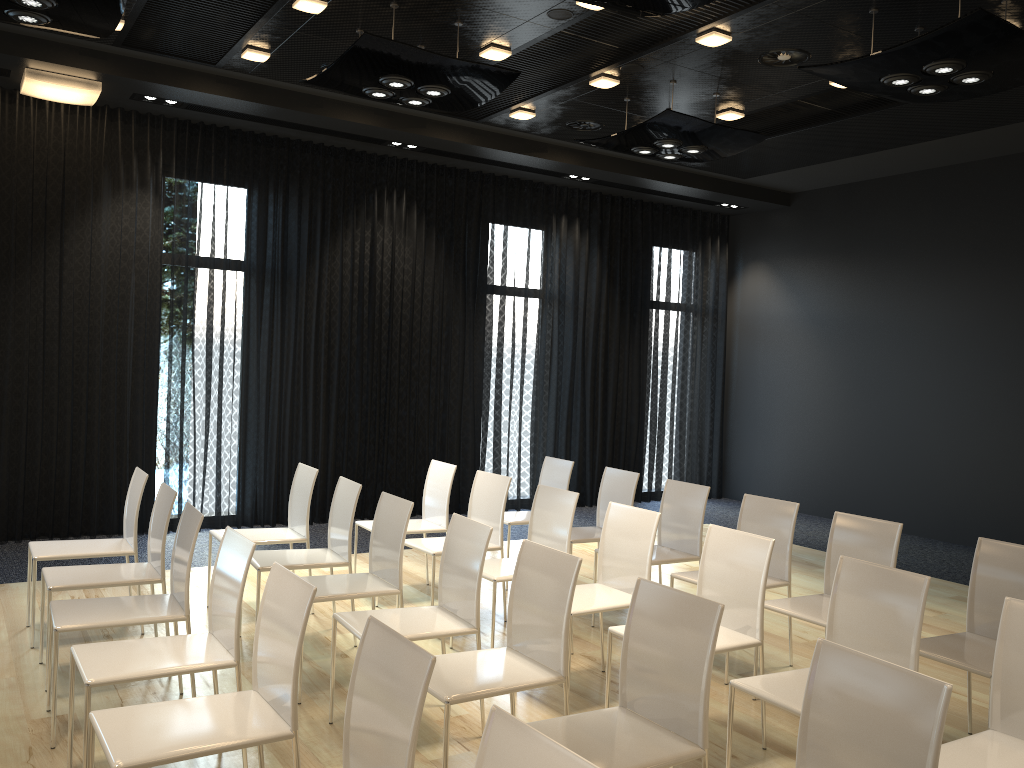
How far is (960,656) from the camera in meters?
3.5

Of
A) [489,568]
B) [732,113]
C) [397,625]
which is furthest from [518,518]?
[732,113]

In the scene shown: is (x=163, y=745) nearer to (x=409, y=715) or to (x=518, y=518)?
(x=409, y=715)

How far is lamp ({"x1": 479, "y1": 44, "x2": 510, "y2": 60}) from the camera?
5.9m

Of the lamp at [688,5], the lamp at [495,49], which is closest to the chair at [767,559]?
the lamp at [688,5]

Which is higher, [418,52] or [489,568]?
[418,52]

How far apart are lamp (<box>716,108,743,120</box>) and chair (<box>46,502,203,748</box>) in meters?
5.3

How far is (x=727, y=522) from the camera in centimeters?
923cm

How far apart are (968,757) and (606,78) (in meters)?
5.13

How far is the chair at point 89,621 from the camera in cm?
347
